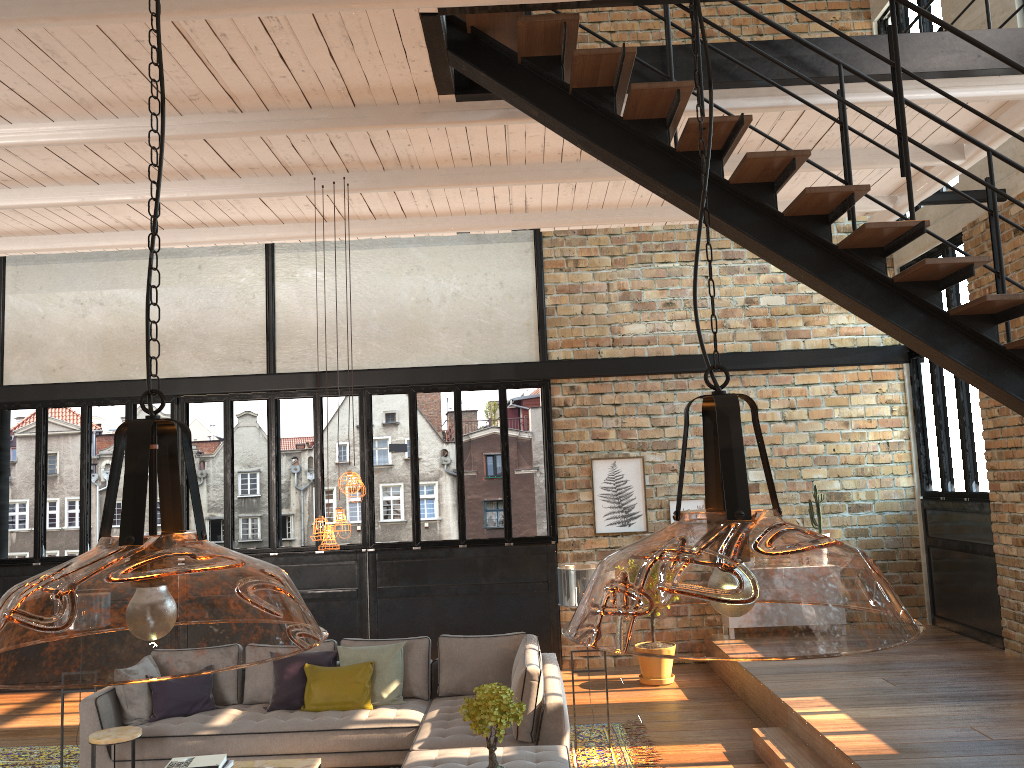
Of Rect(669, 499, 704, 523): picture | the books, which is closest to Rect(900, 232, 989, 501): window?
Answer: Rect(669, 499, 704, 523): picture

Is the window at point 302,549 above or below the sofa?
above

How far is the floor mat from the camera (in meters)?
6.70

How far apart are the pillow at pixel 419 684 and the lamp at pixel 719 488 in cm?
23

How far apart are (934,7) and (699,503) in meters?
6.0 m

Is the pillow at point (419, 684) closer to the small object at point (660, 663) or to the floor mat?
the floor mat

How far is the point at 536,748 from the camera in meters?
5.8

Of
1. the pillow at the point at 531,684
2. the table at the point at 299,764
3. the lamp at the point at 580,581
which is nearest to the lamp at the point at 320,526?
the table at the point at 299,764

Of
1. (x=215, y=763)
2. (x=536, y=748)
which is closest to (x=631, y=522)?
(x=536, y=748)

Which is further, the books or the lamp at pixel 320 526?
the lamp at pixel 320 526
